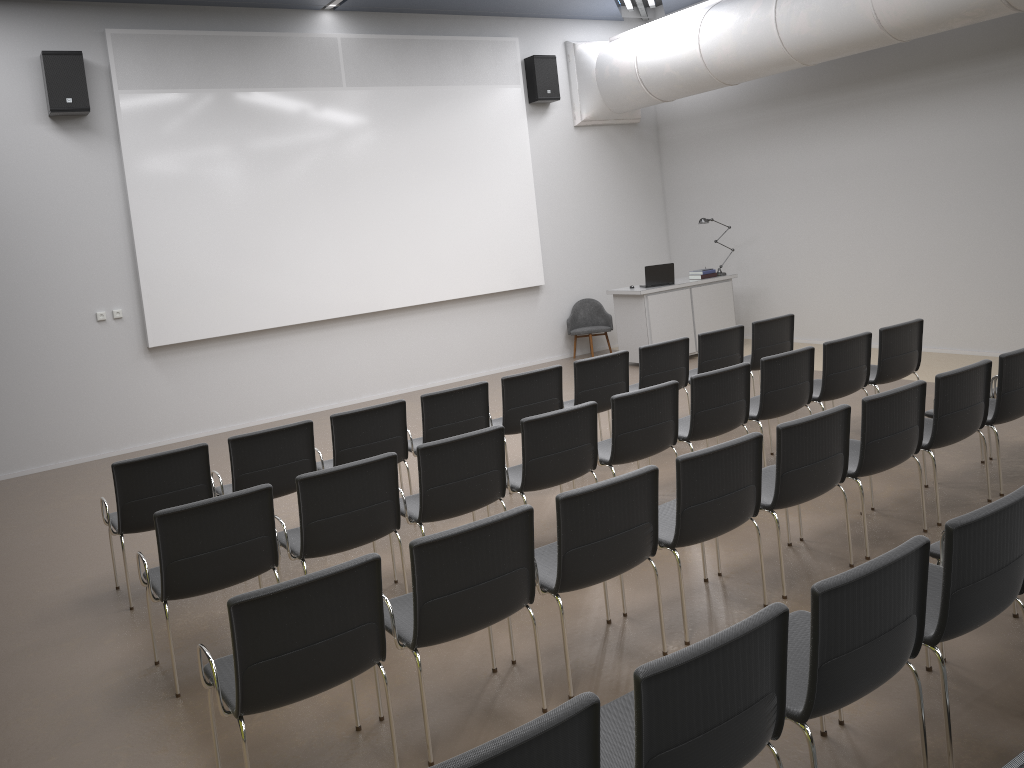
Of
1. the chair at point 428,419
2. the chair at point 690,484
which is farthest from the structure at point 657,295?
the chair at point 690,484

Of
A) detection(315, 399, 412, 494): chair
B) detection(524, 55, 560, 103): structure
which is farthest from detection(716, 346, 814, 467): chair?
detection(524, 55, 560, 103): structure

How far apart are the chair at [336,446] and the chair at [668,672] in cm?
340

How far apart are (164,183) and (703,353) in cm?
602

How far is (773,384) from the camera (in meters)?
6.27

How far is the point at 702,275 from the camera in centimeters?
1157cm

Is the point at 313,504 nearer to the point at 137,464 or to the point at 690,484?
the point at 137,464

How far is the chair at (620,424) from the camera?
5.6 meters

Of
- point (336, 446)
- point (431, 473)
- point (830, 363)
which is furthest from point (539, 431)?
point (830, 363)

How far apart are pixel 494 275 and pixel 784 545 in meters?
7.2
